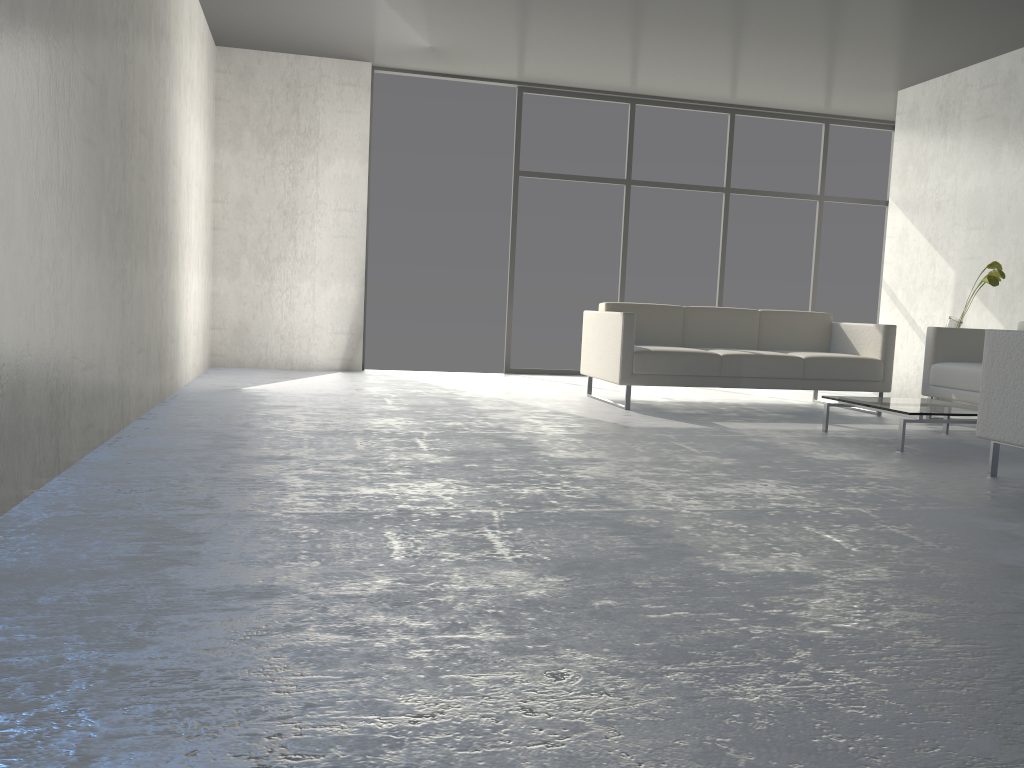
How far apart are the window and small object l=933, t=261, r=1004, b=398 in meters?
2.5

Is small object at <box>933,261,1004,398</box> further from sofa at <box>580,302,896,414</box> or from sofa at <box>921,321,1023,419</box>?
sofa at <box>580,302,896,414</box>

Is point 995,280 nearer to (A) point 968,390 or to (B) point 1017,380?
(A) point 968,390

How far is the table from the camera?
4.2 meters

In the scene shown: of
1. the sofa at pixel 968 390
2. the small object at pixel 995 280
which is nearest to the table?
the sofa at pixel 968 390

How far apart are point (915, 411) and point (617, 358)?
1.78m

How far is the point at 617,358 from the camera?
5.40m

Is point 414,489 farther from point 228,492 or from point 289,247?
point 289,247

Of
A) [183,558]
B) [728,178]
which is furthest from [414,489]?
[728,178]

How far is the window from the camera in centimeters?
767cm
